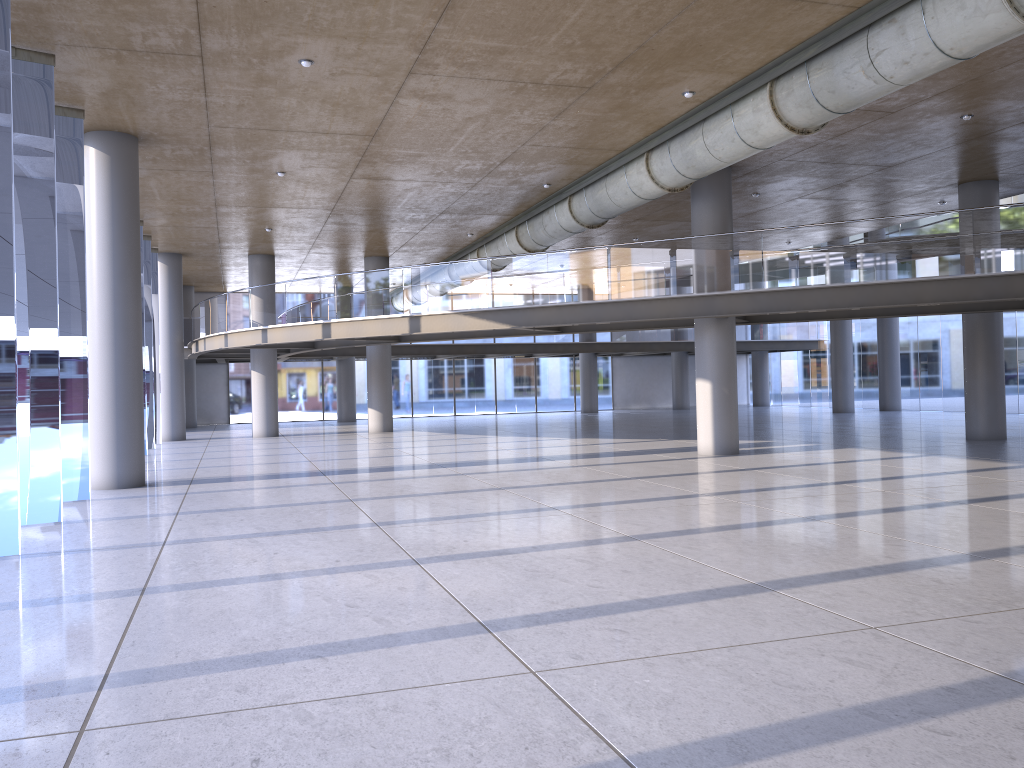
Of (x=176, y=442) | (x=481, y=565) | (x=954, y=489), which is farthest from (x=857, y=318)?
(x=176, y=442)

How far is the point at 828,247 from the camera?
15.0m
